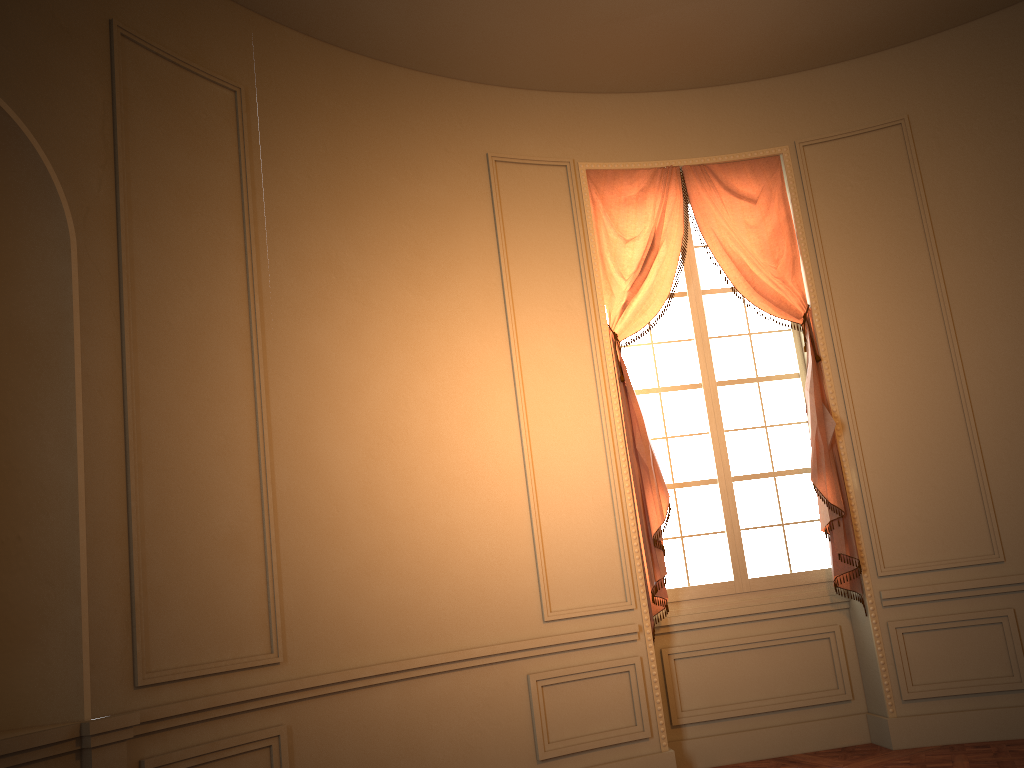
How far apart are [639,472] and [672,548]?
0.6m

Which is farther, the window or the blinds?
the window

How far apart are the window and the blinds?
0.12m

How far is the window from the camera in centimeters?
548cm

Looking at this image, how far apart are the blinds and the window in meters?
0.1

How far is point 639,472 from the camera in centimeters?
524cm

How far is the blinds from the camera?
5.2m

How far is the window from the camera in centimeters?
548cm

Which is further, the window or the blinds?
the window
